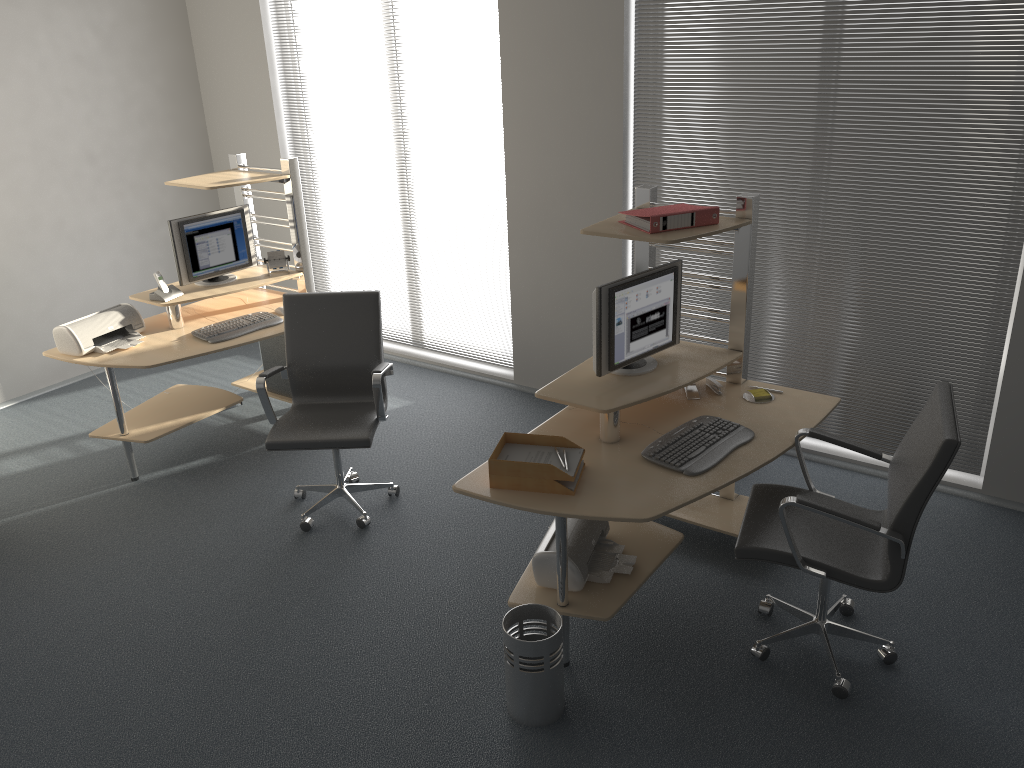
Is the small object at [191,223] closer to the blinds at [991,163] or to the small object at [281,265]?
the small object at [281,265]

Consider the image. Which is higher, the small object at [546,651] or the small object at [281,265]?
the small object at [281,265]

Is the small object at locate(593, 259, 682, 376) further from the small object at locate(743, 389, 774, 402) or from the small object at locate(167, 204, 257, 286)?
the small object at locate(167, 204, 257, 286)

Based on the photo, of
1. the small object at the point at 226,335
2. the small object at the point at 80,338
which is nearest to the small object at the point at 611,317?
the small object at the point at 226,335

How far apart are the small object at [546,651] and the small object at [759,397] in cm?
132

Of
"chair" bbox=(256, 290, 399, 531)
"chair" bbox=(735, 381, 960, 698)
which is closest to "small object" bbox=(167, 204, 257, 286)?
"chair" bbox=(256, 290, 399, 531)

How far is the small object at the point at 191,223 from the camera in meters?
5.0

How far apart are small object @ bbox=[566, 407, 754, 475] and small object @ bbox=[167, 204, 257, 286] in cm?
301

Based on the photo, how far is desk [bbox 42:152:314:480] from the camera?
4.7 meters

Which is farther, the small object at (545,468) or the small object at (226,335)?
the small object at (226,335)
